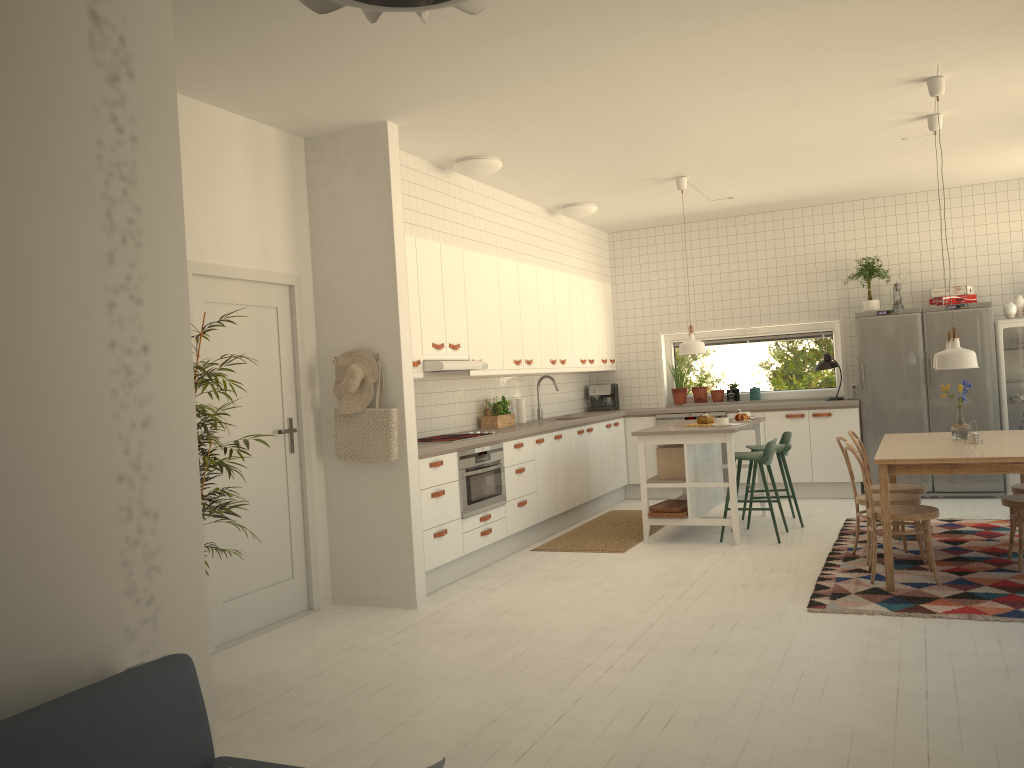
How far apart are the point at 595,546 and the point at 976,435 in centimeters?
277cm

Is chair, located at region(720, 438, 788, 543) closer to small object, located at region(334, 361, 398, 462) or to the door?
small object, located at region(334, 361, 398, 462)

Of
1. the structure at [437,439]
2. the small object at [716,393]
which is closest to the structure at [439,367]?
the structure at [437,439]

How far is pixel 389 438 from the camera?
5.2m

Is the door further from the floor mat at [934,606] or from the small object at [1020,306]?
the small object at [1020,306]

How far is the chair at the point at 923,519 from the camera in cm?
501

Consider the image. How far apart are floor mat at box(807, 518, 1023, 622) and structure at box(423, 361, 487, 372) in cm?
270

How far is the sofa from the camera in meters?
1.5 m

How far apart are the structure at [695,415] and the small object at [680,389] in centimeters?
57cm

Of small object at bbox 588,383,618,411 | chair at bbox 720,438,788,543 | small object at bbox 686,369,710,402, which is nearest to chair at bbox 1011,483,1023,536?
chair at bbox 720,438,788,543
